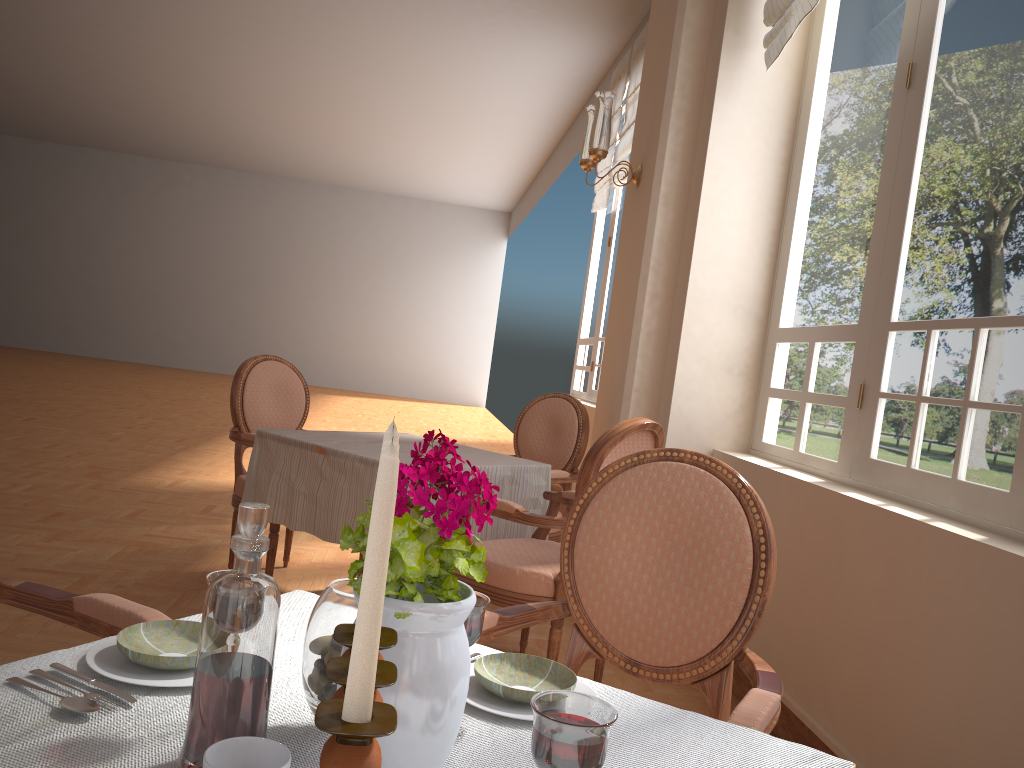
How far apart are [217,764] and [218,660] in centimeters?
8cm

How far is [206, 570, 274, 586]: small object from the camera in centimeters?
82cm

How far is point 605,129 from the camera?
3.85m

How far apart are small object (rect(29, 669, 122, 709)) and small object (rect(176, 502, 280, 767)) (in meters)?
0.16

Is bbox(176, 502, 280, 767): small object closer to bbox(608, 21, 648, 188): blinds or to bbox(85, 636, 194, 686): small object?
bbox(85, 636, 194, 686): small object

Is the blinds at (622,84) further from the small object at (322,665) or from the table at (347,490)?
the small object at (322,665)

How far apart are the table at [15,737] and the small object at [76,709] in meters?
0.0

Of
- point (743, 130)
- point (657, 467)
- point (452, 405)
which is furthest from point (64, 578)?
point (452, 405)

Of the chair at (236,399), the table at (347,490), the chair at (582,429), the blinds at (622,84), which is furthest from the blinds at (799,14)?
the blinds at (622,84)

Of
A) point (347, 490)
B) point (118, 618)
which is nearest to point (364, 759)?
point (118, 618)
